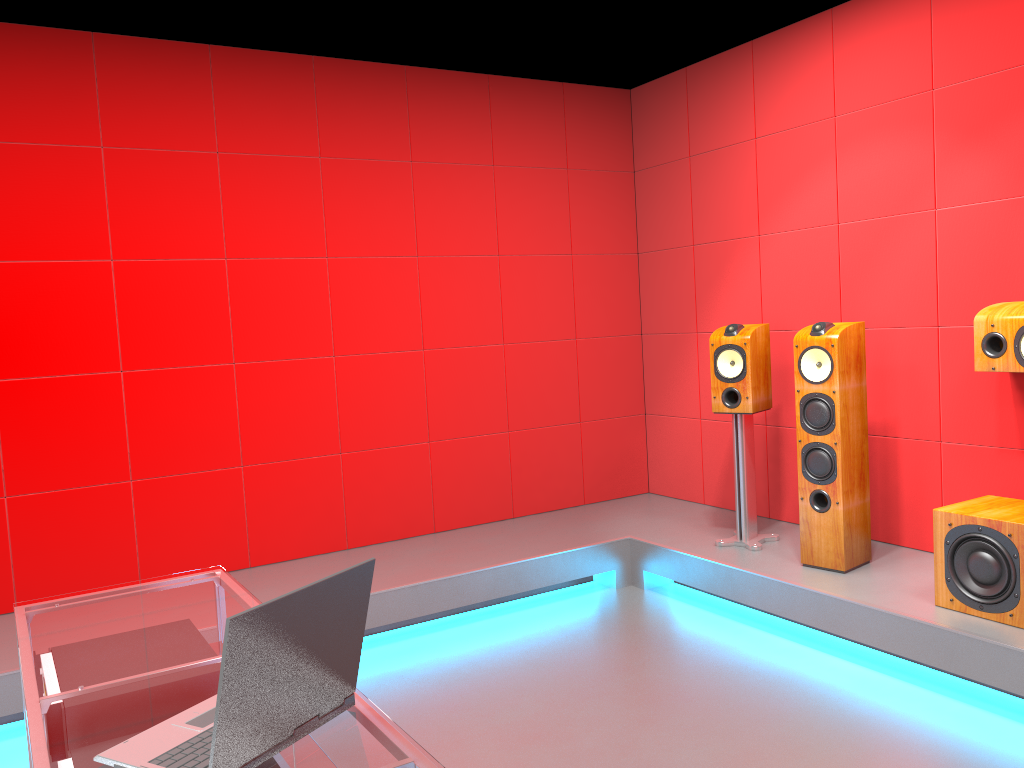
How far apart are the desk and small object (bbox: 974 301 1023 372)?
2.8 meters

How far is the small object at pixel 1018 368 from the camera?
3.30m

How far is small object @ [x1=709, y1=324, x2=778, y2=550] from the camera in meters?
4.1

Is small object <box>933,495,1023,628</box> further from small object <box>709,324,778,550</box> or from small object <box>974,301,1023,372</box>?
small object <box>709,324,778,550</box>

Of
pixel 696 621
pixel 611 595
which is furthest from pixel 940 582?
pixel 611 595

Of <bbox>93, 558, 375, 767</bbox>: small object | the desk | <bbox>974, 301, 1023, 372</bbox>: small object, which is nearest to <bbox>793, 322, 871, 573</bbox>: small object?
<bbox>974, 301, 1023, 372</bbox>: small object

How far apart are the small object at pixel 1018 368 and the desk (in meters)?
2.79

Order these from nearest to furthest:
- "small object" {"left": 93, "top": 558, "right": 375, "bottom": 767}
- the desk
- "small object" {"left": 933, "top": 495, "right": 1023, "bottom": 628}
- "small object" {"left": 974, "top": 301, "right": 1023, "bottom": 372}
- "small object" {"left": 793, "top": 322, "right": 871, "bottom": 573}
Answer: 1. "small object" {"left": 93, "top": 558, "right": 375, "bottom": 767}
2. the desk
3. "small object" {"left": 933, "top": 495, "right": 1023, "bottom": 628}
4. "small object" {"left": 974, "top": 301, "right": 1023, "bottom": 372}
5. "small object" {"left": 793, "top": 322, "right": 871, "bottom": 573}

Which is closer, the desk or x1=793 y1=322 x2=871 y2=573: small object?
the desk

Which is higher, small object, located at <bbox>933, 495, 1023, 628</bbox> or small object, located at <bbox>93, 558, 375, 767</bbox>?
small object, located at <bbox>93, 558, 375, 767</bbox>
